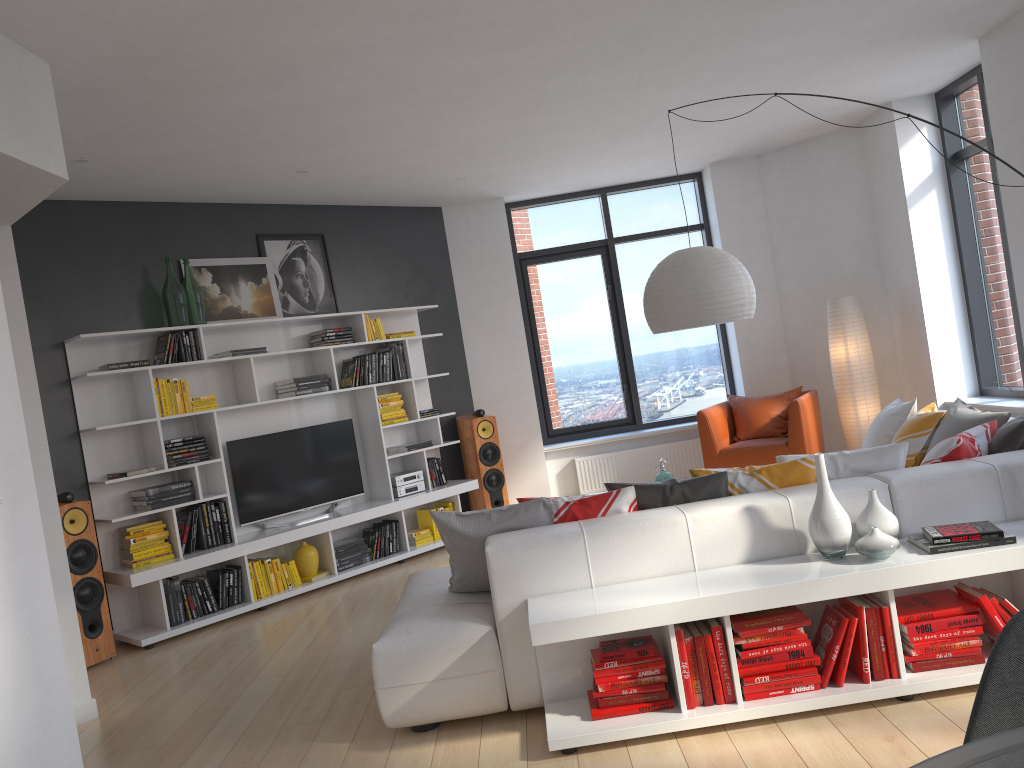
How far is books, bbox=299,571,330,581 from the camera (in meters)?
6.59

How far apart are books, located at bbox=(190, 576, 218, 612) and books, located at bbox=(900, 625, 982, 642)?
4.51m

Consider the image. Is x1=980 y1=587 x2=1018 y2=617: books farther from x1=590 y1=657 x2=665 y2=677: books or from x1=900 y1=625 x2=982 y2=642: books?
x1=590 y1=657 x2=665 y2=677: books

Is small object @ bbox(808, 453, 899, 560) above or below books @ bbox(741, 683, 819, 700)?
above

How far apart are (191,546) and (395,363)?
2.24m

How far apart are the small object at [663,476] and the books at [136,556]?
3.3 meters

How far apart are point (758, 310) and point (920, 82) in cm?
247

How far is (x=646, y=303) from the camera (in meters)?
4.75

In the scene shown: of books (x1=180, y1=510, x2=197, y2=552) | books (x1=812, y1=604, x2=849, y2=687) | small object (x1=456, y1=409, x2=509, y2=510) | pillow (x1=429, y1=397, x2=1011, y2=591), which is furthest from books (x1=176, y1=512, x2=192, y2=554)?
books (x1=812, y1=604, x2=849, y2=687)

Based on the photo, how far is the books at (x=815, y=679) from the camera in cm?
319
